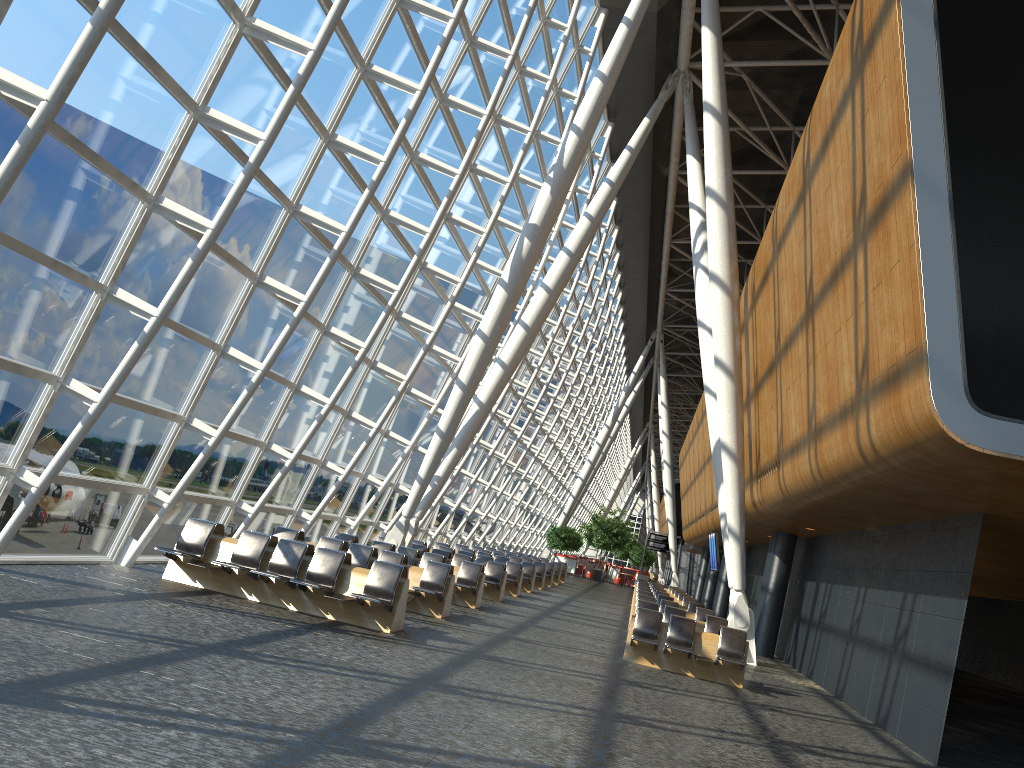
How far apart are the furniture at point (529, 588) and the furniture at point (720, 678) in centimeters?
1146cm

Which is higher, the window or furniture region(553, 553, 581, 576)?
the window

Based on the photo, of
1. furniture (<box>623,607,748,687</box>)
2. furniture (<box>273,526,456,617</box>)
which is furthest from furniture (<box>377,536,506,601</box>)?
furniture (<box>623,607,748,687</box>)

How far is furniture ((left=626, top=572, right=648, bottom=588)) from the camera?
49.4 meters

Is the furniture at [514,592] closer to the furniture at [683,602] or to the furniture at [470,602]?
the furniture at [470,602]

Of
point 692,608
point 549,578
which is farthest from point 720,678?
point 549,578

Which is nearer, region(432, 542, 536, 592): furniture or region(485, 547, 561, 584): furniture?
region(432, 542, 536, 592): furniture

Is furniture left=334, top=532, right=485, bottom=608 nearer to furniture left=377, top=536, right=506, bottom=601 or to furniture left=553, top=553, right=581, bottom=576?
furniture left=377, top=536, right=506, bottom=601

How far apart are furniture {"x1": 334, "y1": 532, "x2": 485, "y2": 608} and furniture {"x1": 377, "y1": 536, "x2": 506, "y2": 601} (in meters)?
2.17

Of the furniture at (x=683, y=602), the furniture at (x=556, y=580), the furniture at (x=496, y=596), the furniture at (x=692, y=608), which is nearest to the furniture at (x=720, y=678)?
the furniture at (x=496, y=596)
